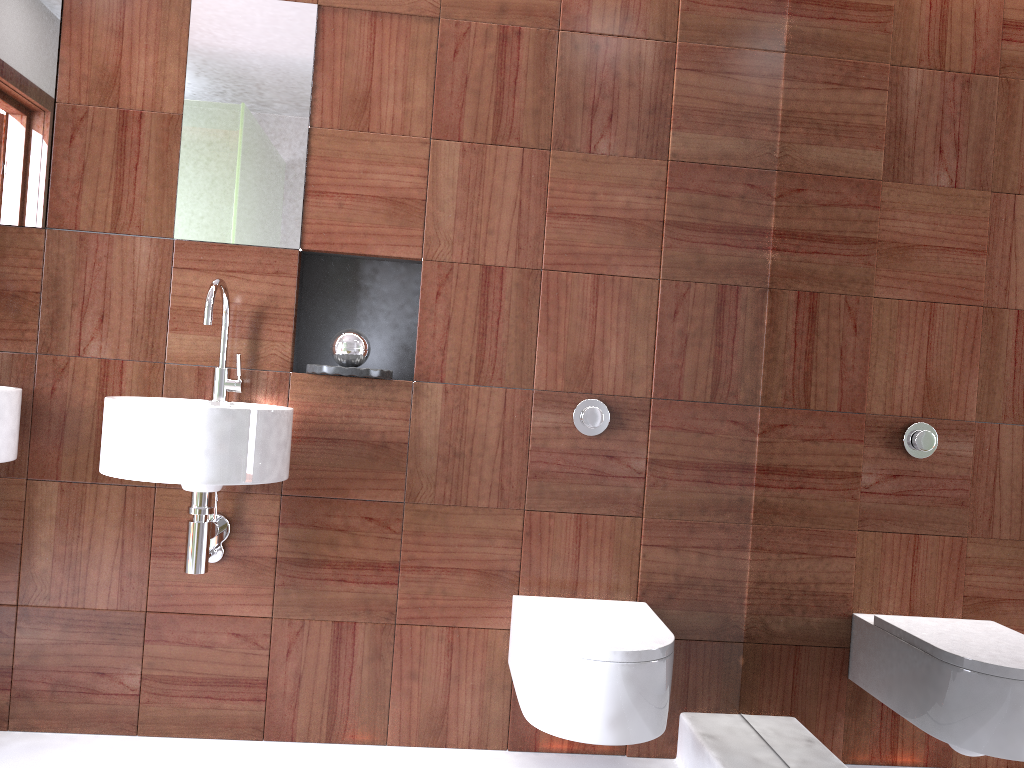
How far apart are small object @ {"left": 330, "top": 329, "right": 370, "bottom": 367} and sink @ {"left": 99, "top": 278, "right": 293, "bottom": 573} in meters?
0.2

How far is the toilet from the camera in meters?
1.8

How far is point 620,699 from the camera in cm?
181

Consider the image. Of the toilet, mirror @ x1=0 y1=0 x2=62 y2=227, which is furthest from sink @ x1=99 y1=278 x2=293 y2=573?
the toilet

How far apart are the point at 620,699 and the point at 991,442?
0.9m

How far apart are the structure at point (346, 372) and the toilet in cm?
65

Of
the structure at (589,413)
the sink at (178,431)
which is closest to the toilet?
the structure at (589,413)

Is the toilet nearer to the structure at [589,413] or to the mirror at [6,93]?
the structure at [589,413]

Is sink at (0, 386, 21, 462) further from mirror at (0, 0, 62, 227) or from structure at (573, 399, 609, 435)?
structure at (573, 399, 609, 435)

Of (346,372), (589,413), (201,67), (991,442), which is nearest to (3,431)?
(346,372)
